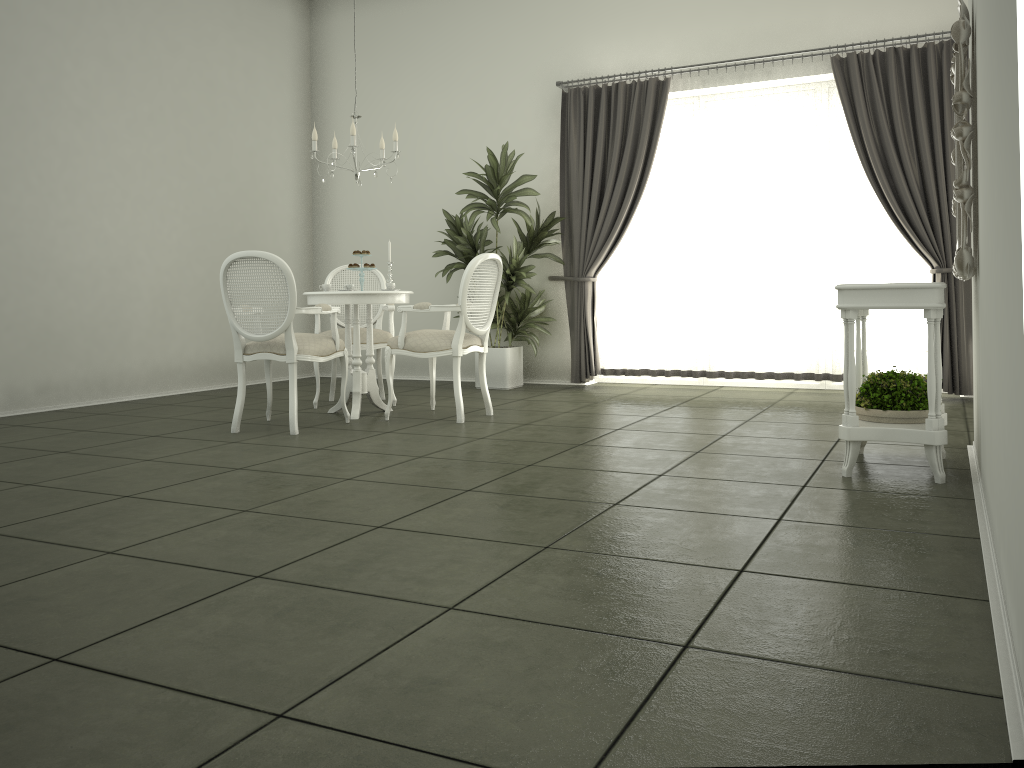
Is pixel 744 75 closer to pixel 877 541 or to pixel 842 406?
pixel 842 406

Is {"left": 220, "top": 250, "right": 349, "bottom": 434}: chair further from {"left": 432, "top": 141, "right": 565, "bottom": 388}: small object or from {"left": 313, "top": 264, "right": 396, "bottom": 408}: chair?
{"left": 432, "top": 141, "right": 565, "bottom": 388}: small object

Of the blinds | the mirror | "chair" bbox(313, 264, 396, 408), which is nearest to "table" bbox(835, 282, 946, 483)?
the mirror

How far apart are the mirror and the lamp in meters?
3.4 m

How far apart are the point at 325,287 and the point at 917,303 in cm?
360

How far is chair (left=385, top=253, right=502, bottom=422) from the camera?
5.5 meters

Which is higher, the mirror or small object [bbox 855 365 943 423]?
the mirror

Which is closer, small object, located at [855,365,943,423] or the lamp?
small object, located at [855,365,943,423]

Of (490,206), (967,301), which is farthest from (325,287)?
(967,301)

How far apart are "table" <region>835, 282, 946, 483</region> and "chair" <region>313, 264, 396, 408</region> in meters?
3.4 m
